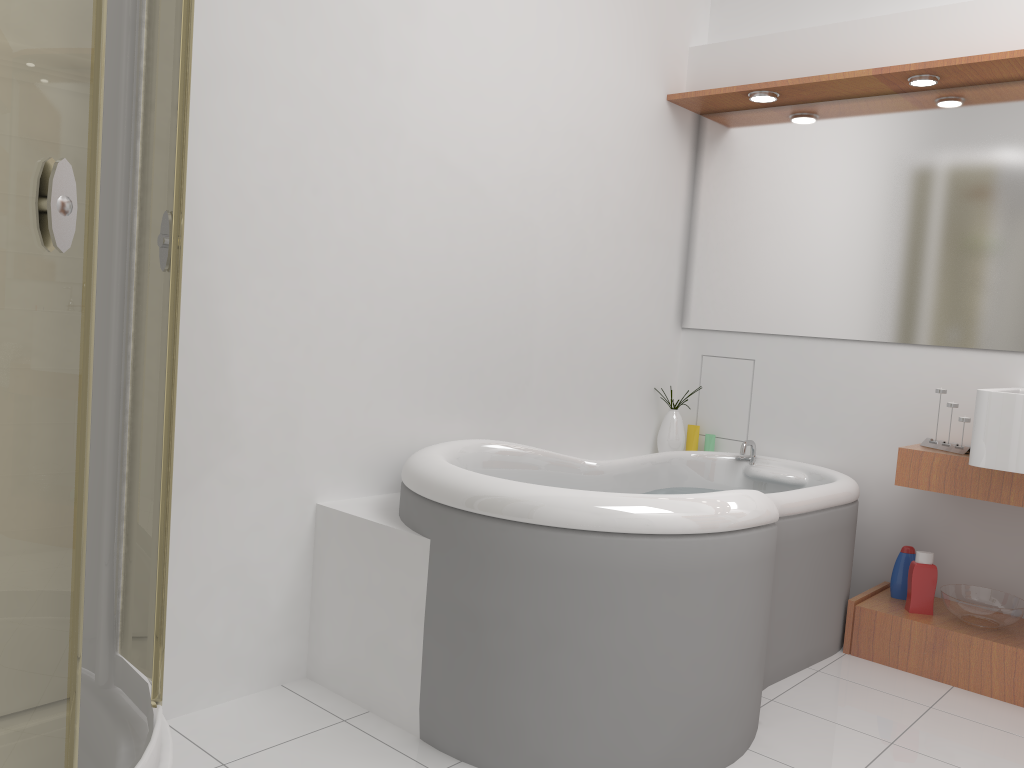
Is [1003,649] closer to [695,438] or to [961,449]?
[961,449]

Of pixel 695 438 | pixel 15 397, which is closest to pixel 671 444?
pixel 695 438

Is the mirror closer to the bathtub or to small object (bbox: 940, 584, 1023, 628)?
the bathtub

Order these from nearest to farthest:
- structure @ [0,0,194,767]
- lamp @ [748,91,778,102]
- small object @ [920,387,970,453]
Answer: structure @ [0,0,194,767], small object @ [920,387,970,453], lamp @ [748,91,778,102]

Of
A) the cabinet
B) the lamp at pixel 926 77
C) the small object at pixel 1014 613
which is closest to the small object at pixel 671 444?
the cabinet

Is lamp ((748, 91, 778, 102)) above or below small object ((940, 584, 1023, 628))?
above

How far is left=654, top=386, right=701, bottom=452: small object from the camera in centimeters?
358cm

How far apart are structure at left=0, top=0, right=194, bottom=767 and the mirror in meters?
2.5 m

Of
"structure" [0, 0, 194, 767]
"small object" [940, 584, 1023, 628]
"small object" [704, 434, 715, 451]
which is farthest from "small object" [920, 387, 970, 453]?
"structure" [0, 0, 194, 767]

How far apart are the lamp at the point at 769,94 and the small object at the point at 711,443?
1.33m
